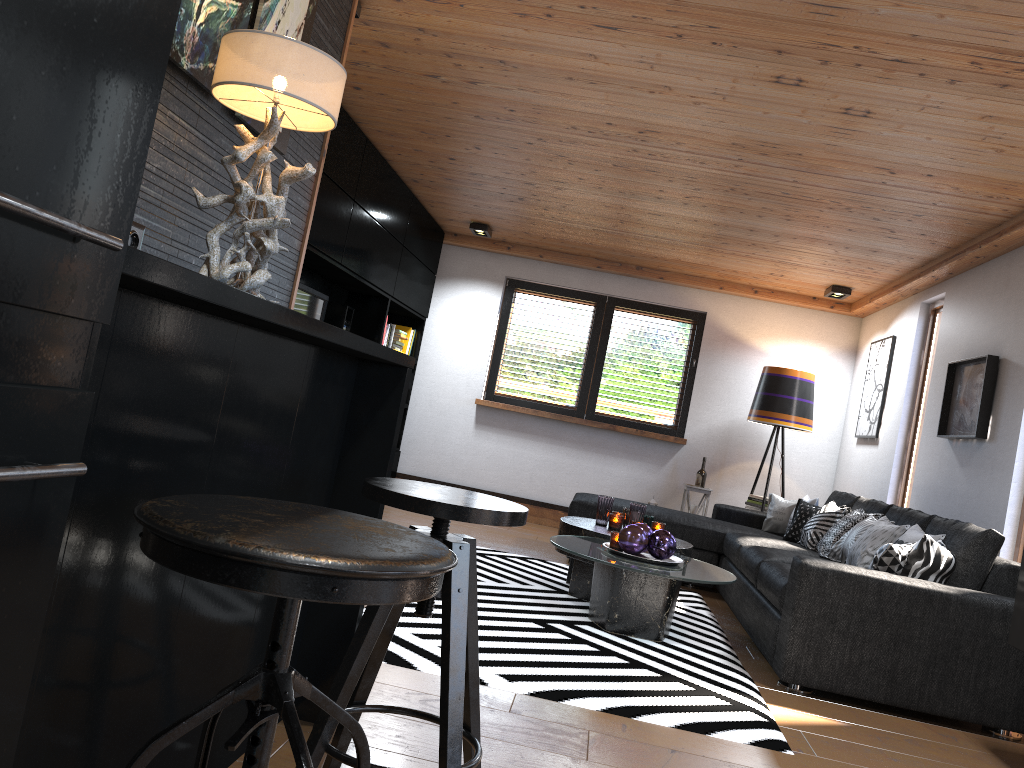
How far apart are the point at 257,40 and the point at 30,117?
1.1 meters

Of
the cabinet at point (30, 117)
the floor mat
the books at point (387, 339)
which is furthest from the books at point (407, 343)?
the cabinet at point (30, 117)

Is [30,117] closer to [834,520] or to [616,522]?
[616,522]

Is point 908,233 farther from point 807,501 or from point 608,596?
point 608,596

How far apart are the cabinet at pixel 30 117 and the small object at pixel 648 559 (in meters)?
3.43

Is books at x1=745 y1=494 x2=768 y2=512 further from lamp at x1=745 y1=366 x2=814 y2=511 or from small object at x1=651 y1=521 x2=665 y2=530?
small object at x1=651 y1=521 x2=665 y2=530

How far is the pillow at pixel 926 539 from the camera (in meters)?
3.78

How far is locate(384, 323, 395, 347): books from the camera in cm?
723

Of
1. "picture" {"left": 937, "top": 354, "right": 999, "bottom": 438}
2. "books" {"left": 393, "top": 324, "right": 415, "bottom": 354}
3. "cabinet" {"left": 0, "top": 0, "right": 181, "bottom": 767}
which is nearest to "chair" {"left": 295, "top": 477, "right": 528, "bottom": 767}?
"cabinet" {"left": 0, "top": 0, "right": 181, "bottom": 767}

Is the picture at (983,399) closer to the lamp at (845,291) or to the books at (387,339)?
the lamp at (845,291)
